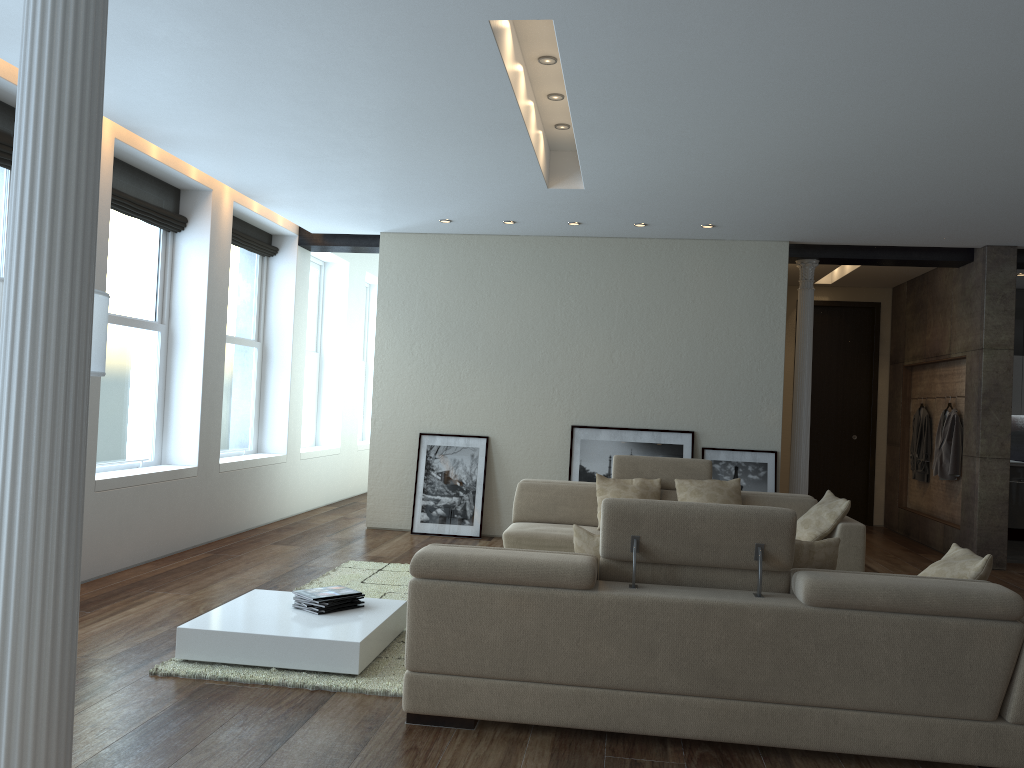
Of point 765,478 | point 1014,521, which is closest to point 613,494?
point 765,478

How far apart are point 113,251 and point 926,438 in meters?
8.3

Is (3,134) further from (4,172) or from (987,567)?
(987,567)

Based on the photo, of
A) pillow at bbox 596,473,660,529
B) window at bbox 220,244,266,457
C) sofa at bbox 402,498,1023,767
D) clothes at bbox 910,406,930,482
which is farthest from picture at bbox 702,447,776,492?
sofa at bbox 402,498,1023,767

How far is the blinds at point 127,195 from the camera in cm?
658

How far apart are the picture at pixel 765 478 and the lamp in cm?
592

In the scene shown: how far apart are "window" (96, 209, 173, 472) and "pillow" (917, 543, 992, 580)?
5.50m

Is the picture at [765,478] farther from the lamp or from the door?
the lamp

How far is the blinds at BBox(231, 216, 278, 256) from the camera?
8.5m

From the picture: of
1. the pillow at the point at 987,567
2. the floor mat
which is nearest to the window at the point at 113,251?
the floor mat
